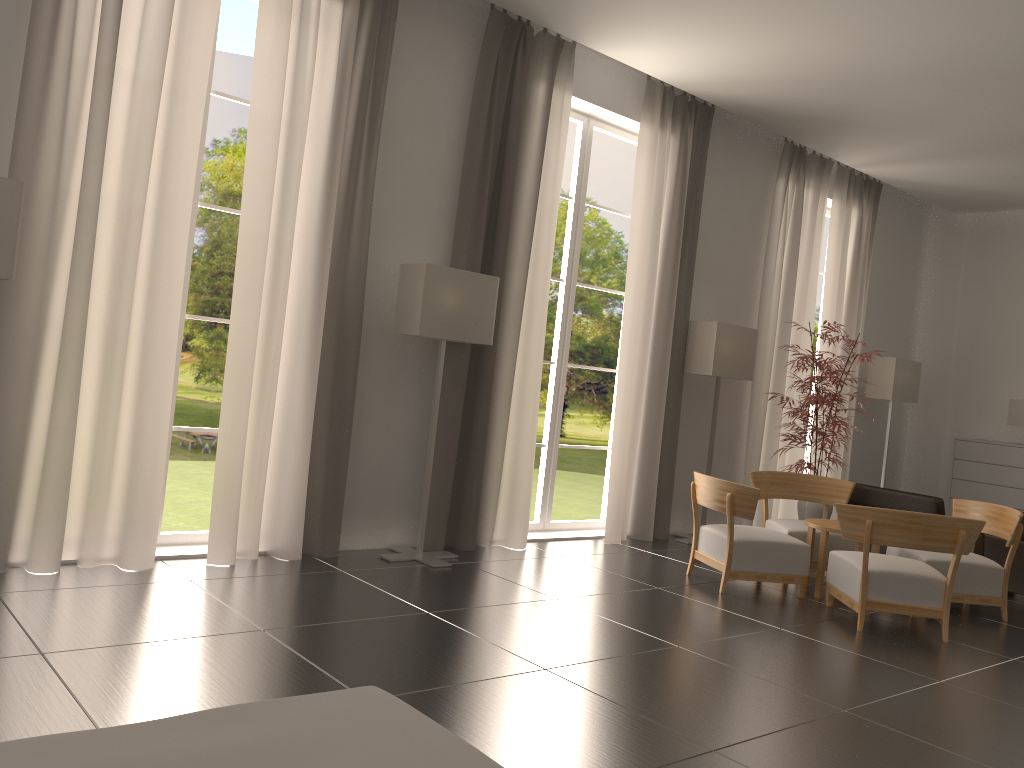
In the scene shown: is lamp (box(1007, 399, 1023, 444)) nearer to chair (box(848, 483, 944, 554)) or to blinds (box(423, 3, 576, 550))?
chair (box(848, 483, 944, 554))

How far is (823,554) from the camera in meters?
9.9

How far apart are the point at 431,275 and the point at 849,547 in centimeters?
610cm

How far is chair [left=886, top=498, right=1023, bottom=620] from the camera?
9.80m

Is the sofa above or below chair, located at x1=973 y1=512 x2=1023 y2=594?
above

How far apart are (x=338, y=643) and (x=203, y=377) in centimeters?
3749cm

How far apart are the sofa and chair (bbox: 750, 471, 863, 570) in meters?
8.2 m

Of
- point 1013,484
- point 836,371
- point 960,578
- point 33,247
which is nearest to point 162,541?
point 33,247

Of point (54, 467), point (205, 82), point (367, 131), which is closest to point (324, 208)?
point (367, 131)

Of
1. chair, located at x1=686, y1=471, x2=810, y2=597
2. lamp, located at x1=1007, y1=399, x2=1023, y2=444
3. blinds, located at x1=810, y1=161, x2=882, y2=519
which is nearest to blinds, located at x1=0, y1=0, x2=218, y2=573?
chair, located at x1=686, y1=471, x2=810, y2=597
